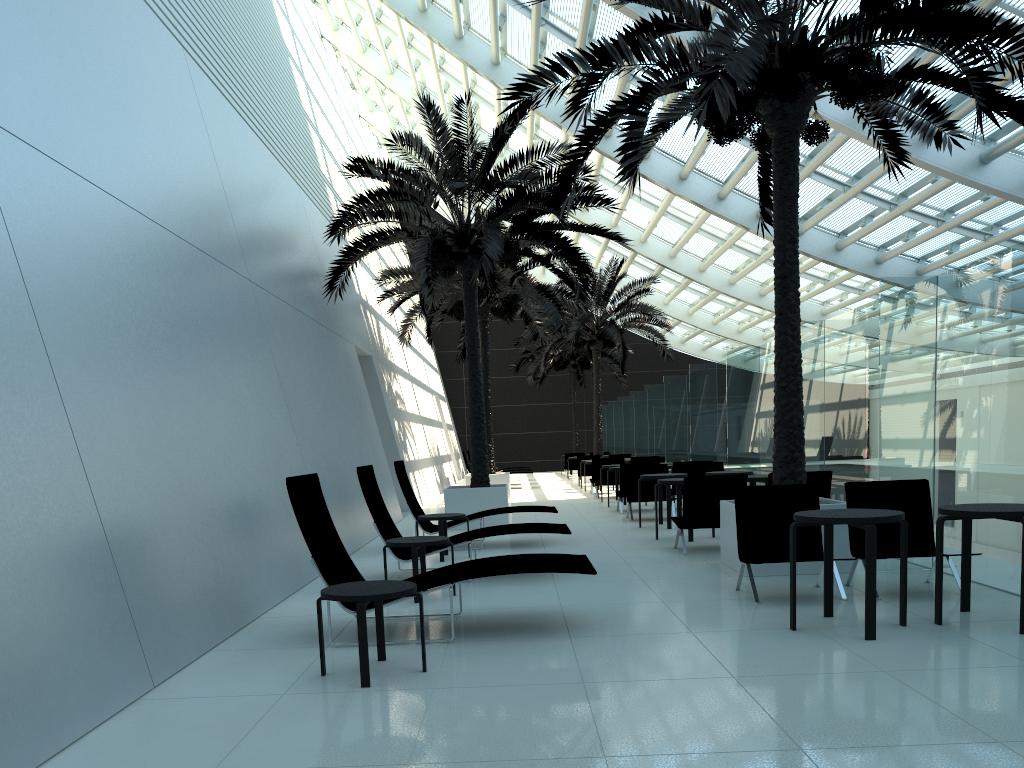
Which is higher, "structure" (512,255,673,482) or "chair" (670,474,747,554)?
"structure" (512,255,673,482)

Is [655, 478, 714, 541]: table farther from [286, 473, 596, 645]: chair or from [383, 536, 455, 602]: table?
[286, 473, 596, 645]: chair

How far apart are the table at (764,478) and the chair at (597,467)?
9.1 meters

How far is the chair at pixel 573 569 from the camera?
5.79m

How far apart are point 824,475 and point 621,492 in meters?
6.2

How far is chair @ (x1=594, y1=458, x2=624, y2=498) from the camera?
20.2 meters

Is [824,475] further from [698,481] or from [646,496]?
[646,496]

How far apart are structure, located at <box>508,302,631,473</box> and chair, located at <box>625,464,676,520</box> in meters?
19.1 m

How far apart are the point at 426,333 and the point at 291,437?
12.0m

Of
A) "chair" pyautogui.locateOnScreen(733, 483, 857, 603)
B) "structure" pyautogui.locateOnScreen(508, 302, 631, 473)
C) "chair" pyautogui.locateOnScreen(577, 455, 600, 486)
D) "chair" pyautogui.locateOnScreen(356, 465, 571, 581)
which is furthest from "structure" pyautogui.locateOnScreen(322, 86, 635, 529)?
"structure" pyautogui.locateOnScreen(508, 302, 631, 473)
